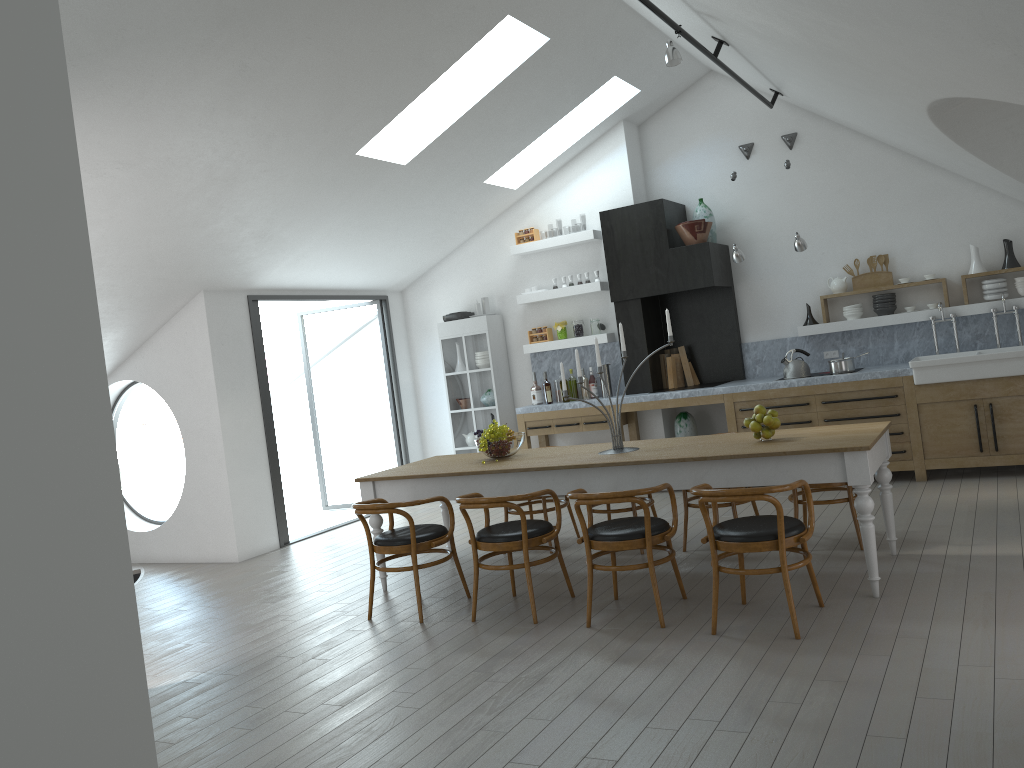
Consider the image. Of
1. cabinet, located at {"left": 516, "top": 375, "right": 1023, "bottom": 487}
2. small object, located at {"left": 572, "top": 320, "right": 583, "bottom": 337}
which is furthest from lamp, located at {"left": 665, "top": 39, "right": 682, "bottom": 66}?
small object, located at {"left": 572, "top": 320, "right": 583, "bottom": 337}

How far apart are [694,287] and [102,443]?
6.8m

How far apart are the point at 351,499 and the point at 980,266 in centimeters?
2503cm

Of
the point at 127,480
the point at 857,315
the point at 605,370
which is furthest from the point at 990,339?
the point at 127,480

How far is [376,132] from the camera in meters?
6.9

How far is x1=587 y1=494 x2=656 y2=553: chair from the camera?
6.29m

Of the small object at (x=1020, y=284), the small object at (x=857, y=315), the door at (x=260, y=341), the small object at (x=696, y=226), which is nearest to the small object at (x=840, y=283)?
the small object at (x=857, y=315)

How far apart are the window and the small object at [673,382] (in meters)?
5.32

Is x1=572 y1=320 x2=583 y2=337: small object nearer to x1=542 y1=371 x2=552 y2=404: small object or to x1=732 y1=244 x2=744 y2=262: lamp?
x1=542 y1=371 x2=552 y2=404: small object

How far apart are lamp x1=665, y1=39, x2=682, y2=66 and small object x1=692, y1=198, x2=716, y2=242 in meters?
3.1 m
